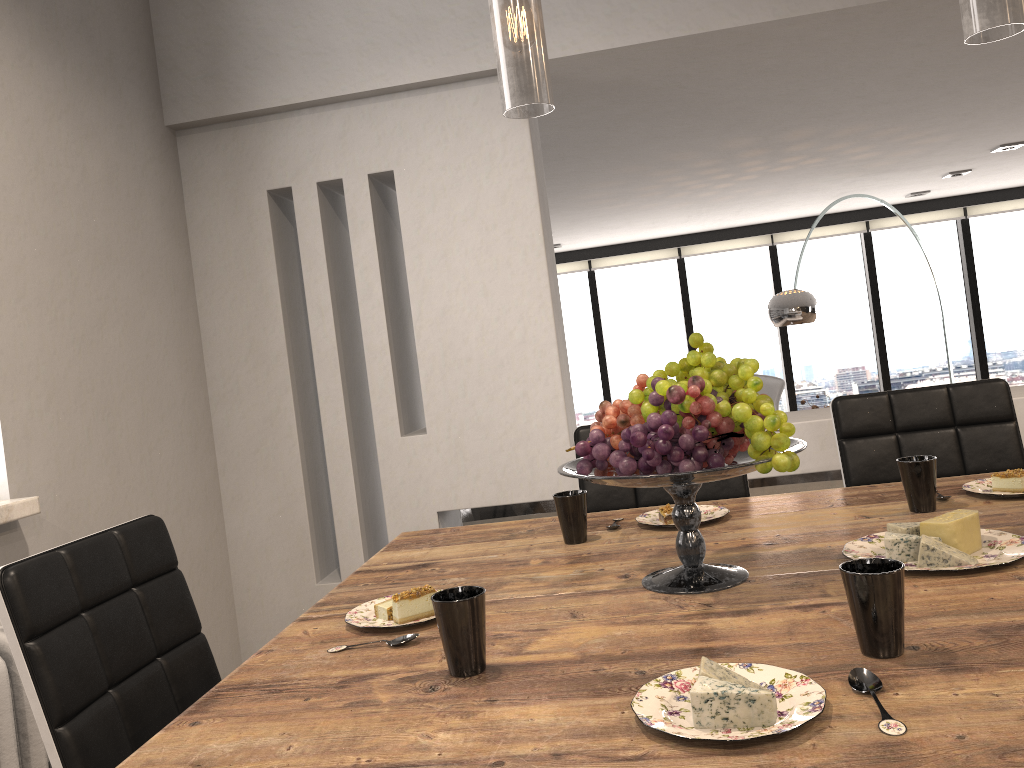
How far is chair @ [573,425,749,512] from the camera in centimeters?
225cm

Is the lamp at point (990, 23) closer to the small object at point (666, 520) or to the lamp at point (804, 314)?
the small object at point (666, 520)

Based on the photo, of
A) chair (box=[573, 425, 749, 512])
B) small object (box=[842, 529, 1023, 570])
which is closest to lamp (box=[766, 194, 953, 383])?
chair (box=[573, 425, 749, 512])

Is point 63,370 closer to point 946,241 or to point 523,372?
point 523,372

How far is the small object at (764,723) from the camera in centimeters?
82cm

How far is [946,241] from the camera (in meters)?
8.07

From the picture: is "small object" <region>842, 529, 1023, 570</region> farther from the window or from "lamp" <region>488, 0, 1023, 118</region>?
the window

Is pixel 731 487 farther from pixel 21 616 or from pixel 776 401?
pixel 776 401

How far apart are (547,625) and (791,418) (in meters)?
1.95

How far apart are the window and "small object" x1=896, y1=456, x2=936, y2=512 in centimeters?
678cm
